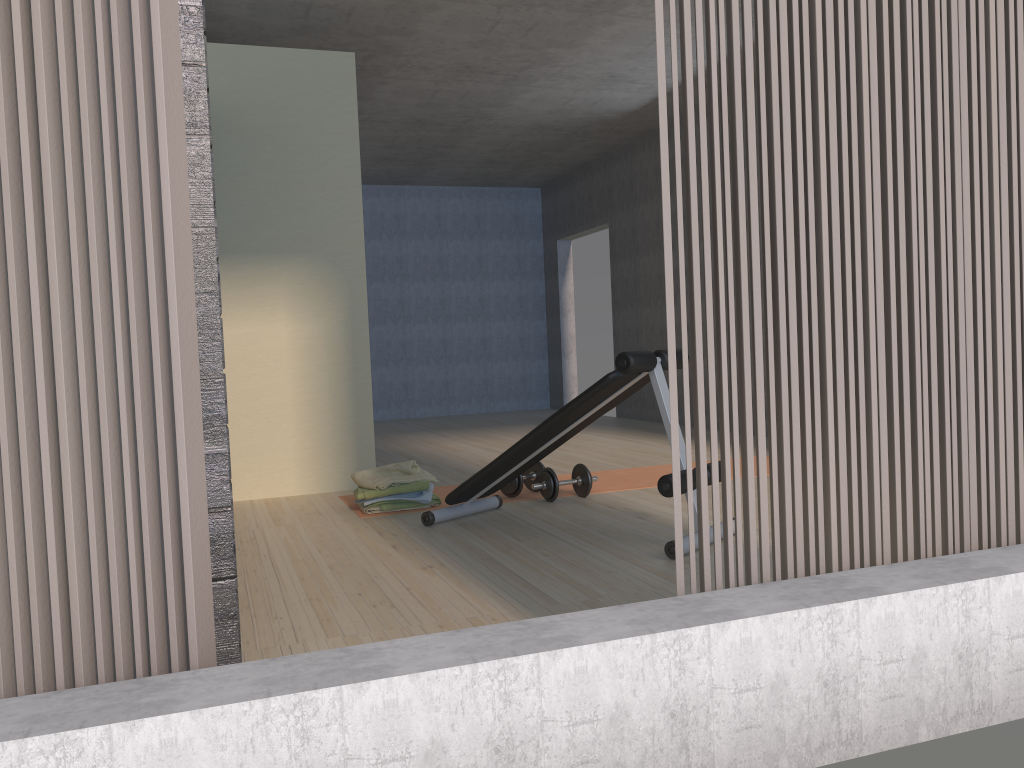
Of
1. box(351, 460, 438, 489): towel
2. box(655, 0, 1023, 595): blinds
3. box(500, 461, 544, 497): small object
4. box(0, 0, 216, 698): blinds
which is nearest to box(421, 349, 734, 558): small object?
box(500, 461, 544, 497): small object

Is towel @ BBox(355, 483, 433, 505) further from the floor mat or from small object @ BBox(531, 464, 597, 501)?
small object @ BBox(531, 464, 597, 501)

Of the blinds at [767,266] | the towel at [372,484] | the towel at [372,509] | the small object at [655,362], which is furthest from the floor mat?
the blinds at [767,266]

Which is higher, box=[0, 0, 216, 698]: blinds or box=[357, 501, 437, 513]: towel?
box=[0, 0, 216, 698]: blinds

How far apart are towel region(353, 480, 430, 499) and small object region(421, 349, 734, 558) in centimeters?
31cm

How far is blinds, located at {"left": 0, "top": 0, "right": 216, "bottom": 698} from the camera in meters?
1.4

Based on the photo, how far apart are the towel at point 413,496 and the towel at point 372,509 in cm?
13

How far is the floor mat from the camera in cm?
475

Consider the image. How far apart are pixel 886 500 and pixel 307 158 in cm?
393

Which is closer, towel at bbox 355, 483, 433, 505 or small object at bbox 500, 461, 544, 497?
towel at bbox 355, 483, 433, 505
